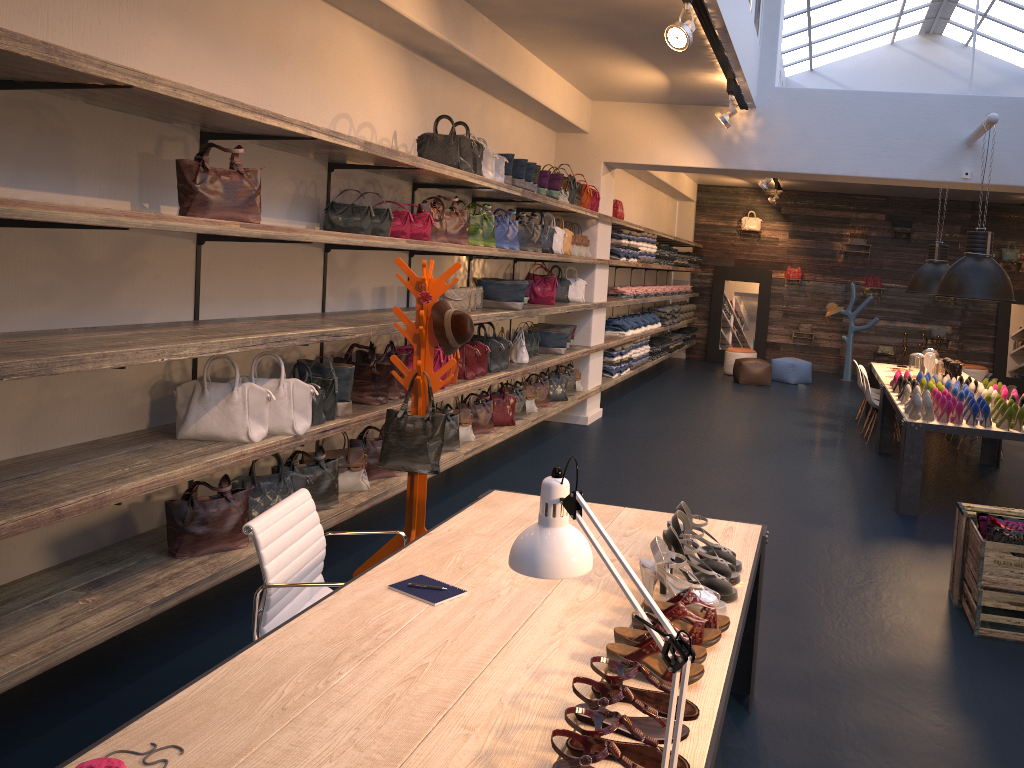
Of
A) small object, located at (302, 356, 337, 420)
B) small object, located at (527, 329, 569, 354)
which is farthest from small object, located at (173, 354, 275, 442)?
small object, located at (527, 329, 569, 354)

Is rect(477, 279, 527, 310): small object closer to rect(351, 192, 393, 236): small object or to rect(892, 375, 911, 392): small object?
rect(351, 192, 393, 236): small object

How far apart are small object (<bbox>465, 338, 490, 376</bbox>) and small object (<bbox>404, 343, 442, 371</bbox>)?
0.8 meters

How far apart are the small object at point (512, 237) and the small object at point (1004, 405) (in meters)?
3.89

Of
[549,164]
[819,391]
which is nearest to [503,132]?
[549,164]

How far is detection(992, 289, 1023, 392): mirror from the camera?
15.3m

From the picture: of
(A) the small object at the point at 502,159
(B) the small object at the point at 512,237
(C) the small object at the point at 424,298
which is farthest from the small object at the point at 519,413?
(C) the small object at the point at 424,298

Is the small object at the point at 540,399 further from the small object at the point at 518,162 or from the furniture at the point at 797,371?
the furniture at the point at 797,371

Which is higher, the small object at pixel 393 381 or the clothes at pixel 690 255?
the clothes at pixel 690 255

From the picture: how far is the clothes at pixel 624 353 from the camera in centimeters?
1089cm
